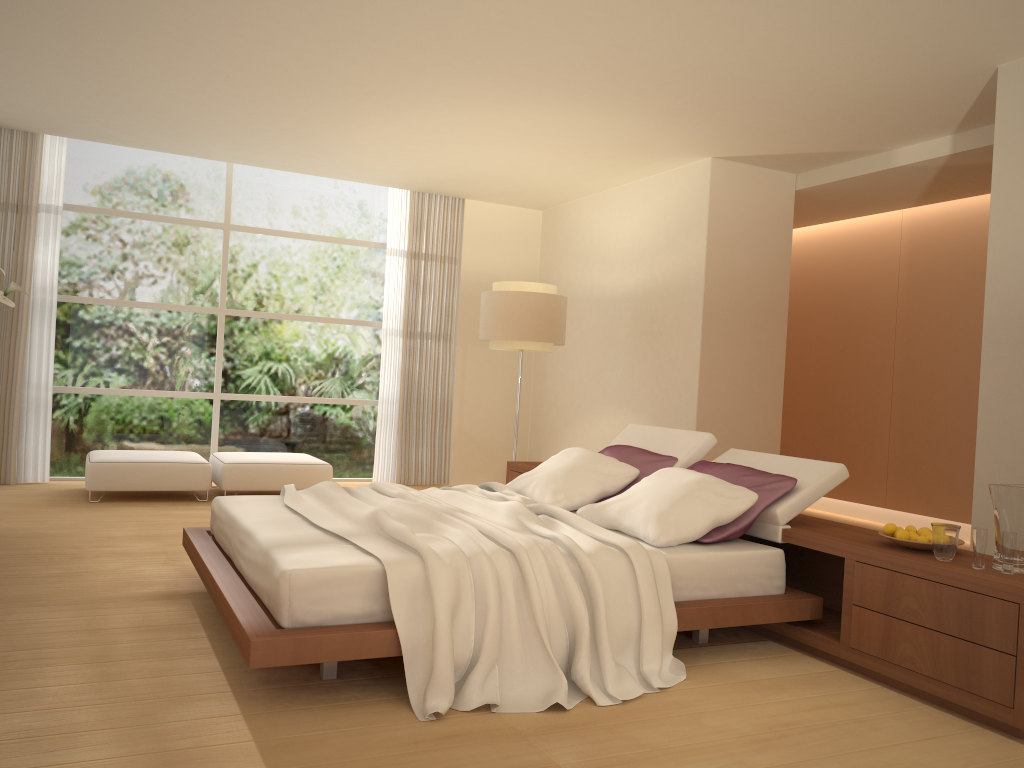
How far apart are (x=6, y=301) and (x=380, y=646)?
3.8m

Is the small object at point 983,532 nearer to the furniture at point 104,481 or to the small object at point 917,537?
the small object at point 917,537

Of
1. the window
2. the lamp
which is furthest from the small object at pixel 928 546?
the window

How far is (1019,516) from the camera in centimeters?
334cm

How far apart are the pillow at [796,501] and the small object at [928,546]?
0.6 meters

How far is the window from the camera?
8.30m

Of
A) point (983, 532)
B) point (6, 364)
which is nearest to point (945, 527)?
point (983, 532)

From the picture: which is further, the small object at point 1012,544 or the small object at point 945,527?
the small object at point 945,527

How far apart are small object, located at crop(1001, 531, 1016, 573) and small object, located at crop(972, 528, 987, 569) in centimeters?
7cm

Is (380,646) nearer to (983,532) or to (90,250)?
(983,532)
